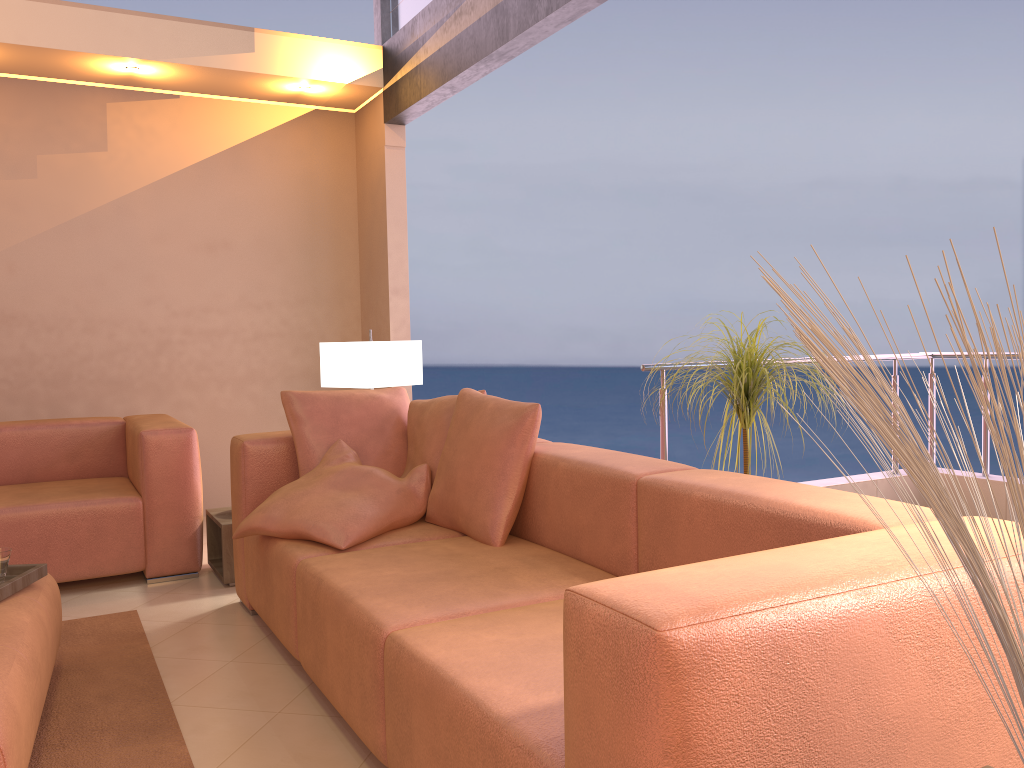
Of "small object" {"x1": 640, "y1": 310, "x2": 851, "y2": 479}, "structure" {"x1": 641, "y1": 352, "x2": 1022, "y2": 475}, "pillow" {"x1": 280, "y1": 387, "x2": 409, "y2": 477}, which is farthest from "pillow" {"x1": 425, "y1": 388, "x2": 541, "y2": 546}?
"structure" {"x1": 641, "y1": 352, "x2": 1022, "y2": 475}

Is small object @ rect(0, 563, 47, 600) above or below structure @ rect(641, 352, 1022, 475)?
below

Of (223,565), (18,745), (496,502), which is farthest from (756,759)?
(223,565)

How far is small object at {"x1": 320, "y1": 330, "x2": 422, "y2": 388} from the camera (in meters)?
3.98

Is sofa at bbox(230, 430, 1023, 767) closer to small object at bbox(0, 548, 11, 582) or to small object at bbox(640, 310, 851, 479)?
small object at bbox(640, 310, 851, 479)

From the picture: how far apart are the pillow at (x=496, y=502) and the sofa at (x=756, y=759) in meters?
0.0 m

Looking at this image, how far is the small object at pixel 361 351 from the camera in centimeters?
398cm

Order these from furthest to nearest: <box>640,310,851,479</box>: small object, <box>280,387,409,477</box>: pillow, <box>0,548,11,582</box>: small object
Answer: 1. <box>280,387,409,477</box>: pillow
2. <box>640,310,851,479</box>: small object
3. <box>0,548,11,582</box>: small object

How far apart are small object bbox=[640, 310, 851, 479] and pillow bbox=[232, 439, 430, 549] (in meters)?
1.05

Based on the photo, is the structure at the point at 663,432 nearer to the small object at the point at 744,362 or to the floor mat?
the small object at the point at 744,362
